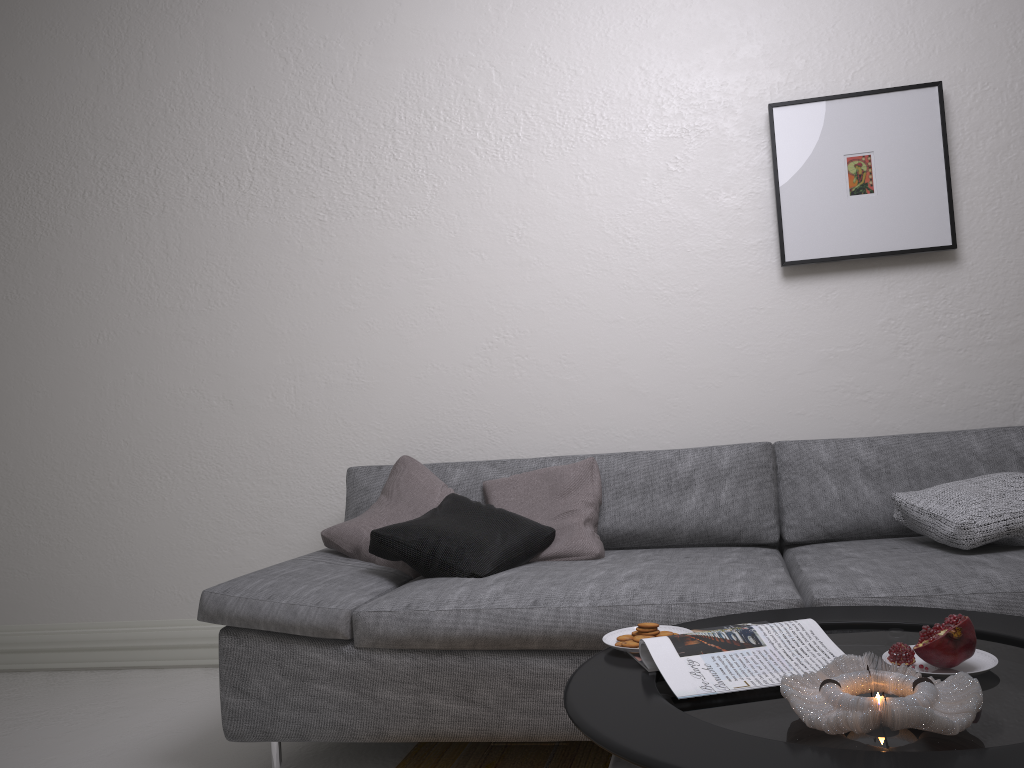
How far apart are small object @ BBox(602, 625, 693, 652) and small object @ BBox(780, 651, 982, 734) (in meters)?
0.38

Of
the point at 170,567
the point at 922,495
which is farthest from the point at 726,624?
the point at 170,567

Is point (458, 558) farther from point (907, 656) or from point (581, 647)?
point (907, 656)

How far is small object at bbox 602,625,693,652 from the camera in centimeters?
161cm

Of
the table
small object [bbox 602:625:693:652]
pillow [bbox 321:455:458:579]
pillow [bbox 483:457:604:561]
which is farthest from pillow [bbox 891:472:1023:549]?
pillow [bbox 321:455:458:579]

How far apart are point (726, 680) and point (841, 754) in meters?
0.3 m

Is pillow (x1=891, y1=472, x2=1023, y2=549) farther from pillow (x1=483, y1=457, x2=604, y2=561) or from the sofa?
pillow (x1=483, y1=457, x2=604, y2=561)

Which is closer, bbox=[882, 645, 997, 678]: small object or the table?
the table

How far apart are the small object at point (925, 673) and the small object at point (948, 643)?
0.0 meters

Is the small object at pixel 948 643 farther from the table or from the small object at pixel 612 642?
the small object at pixel 612 642
